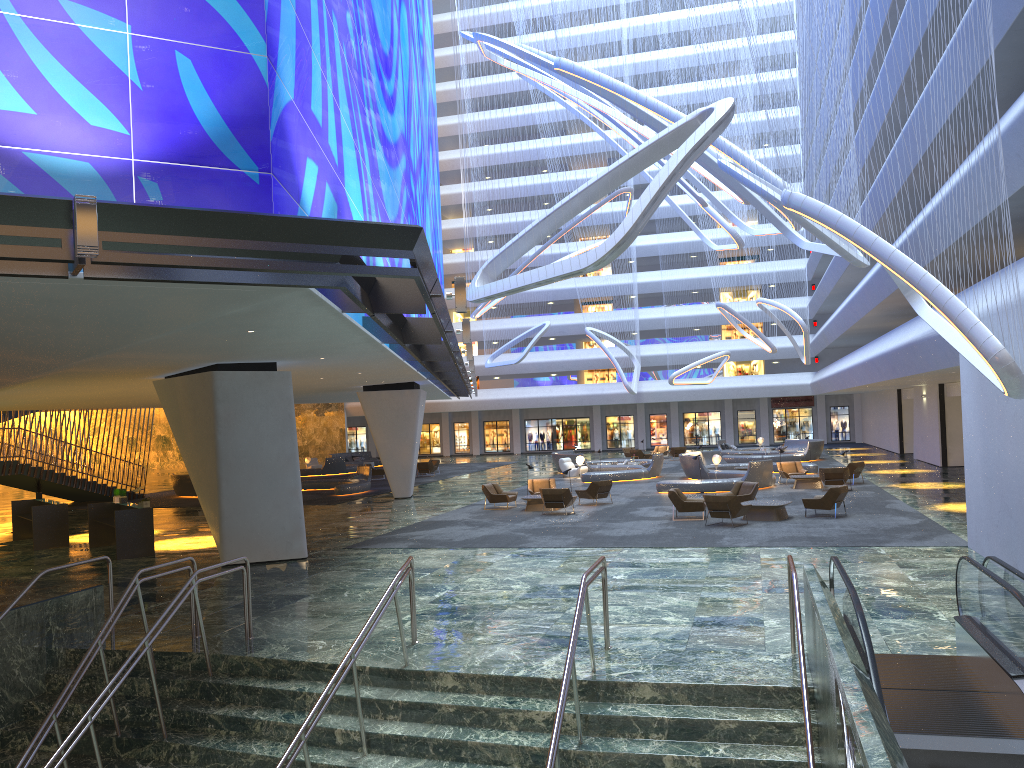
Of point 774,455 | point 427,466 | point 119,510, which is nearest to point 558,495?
point 119,510

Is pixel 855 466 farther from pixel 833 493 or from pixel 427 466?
pixel 427 466

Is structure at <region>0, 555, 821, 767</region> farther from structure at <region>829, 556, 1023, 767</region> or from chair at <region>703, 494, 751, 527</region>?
chair at <region>703, 494, 751, 527</region>

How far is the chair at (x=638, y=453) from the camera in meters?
48.3 m

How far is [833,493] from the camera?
21.39m

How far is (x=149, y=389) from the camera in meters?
23.6

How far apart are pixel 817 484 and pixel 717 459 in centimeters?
573cm

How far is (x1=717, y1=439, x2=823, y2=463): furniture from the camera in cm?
4307

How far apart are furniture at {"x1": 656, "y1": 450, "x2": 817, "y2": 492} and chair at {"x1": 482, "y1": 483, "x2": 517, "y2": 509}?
5.7m

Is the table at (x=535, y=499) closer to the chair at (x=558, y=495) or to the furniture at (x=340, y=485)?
the chair at (x=558, y=495)
